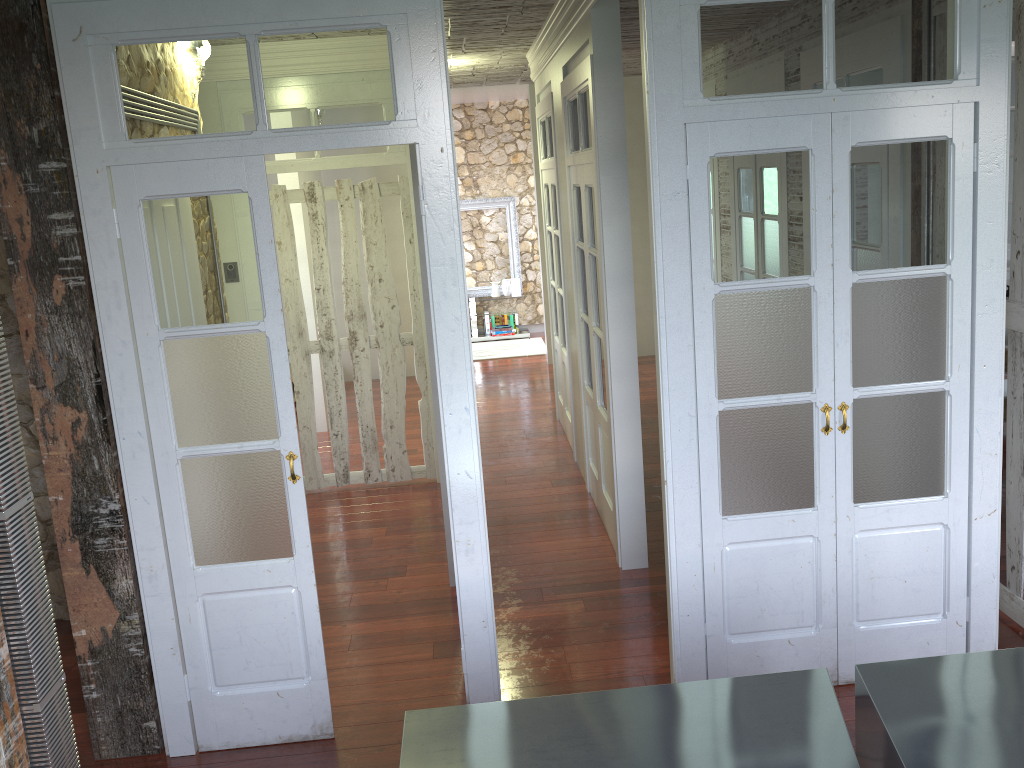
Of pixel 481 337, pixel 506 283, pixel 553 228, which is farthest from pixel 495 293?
pixel 553 228

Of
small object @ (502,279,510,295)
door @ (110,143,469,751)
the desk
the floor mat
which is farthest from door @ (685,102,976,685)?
small object @ (502,279,510,295)

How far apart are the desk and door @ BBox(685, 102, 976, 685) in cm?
93

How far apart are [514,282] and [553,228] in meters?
4.6

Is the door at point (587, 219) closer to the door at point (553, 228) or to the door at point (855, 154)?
the door at point (553, 228)

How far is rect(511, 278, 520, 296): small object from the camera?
11.1m

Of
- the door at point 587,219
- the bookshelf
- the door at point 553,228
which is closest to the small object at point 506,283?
the bookshelf

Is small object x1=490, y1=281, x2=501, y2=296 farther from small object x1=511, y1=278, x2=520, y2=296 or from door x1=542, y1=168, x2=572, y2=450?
door x1=542, y1=168, x2=572, y2=450

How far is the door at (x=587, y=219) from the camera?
4.8 meters

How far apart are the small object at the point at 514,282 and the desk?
9.0 meters
